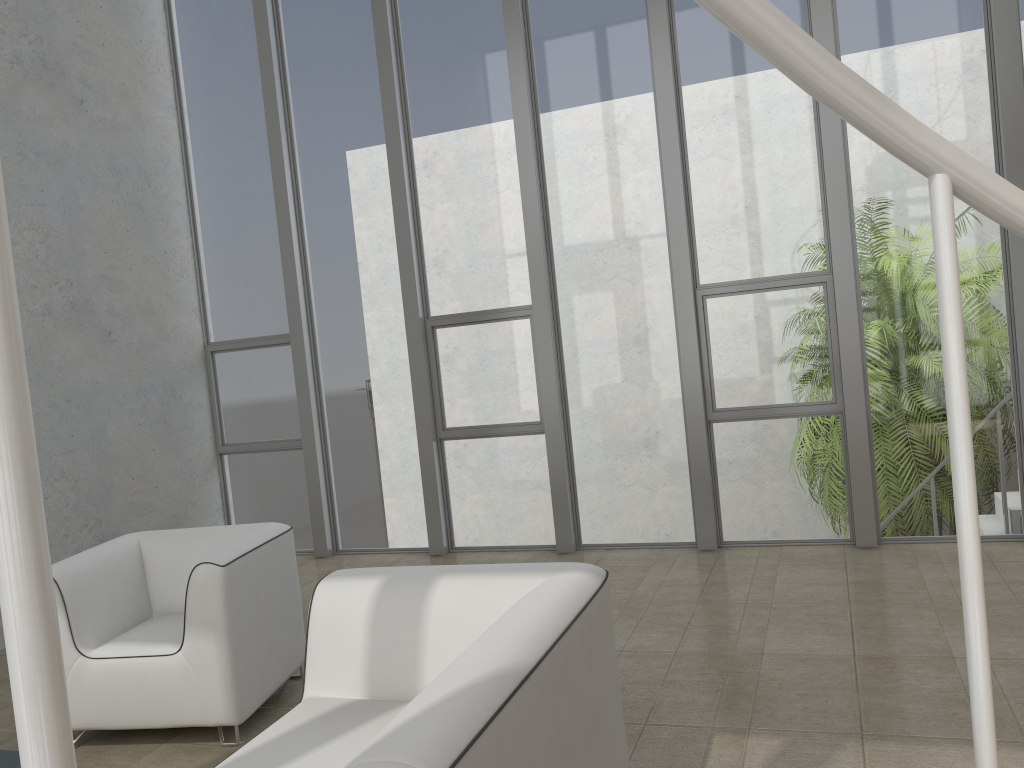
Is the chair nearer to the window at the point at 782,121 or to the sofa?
the sofa

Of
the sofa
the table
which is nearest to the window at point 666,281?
the sofa

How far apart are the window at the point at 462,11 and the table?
3.8m

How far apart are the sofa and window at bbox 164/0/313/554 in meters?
3.7 m

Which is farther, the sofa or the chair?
the chair

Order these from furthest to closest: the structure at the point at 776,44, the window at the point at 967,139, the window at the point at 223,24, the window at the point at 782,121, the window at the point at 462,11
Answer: the window at the point at 223,24
the window at the point at 462,11
the window at the point at 782,121
the window at the point at 967,139
the structure at the point at 776,44

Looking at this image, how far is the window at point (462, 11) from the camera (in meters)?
5.83

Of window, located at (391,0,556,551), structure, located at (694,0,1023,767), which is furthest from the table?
window, located at (391,0,556,551)

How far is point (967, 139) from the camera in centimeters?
492cm

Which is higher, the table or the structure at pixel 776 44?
the structure at pixel 776 44
